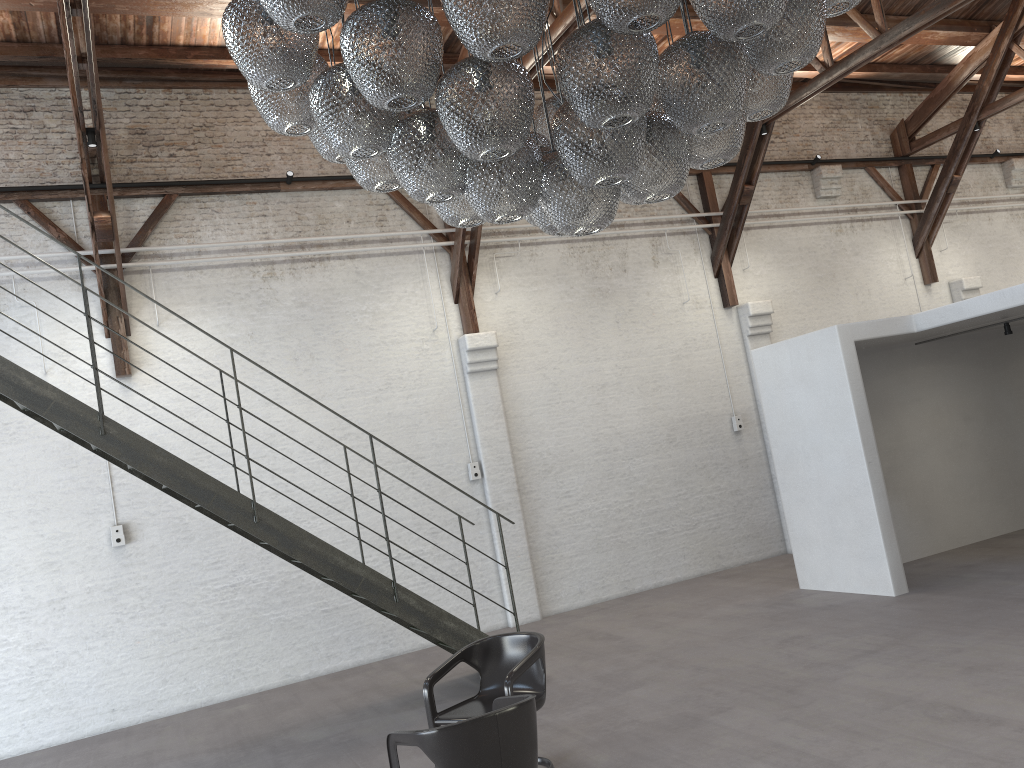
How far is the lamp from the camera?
3.0m

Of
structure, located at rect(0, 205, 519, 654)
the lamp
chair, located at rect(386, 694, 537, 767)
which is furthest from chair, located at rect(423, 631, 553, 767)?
the lamp

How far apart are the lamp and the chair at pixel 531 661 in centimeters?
241cm

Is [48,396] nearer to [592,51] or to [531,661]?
[531,661]

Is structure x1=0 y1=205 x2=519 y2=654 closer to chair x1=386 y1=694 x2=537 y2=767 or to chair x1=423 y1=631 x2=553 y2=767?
chair x1=423 y1=631 x2=553 y2=767

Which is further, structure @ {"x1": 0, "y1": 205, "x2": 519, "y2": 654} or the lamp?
structure @ {"x1": 0, "y1": 205, "x2": 519, "y2": 654}

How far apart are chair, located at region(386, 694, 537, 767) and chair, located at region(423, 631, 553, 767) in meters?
0.4

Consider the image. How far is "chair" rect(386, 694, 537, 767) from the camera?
3.7m

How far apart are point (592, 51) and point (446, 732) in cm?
272

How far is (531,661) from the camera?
5.00m
